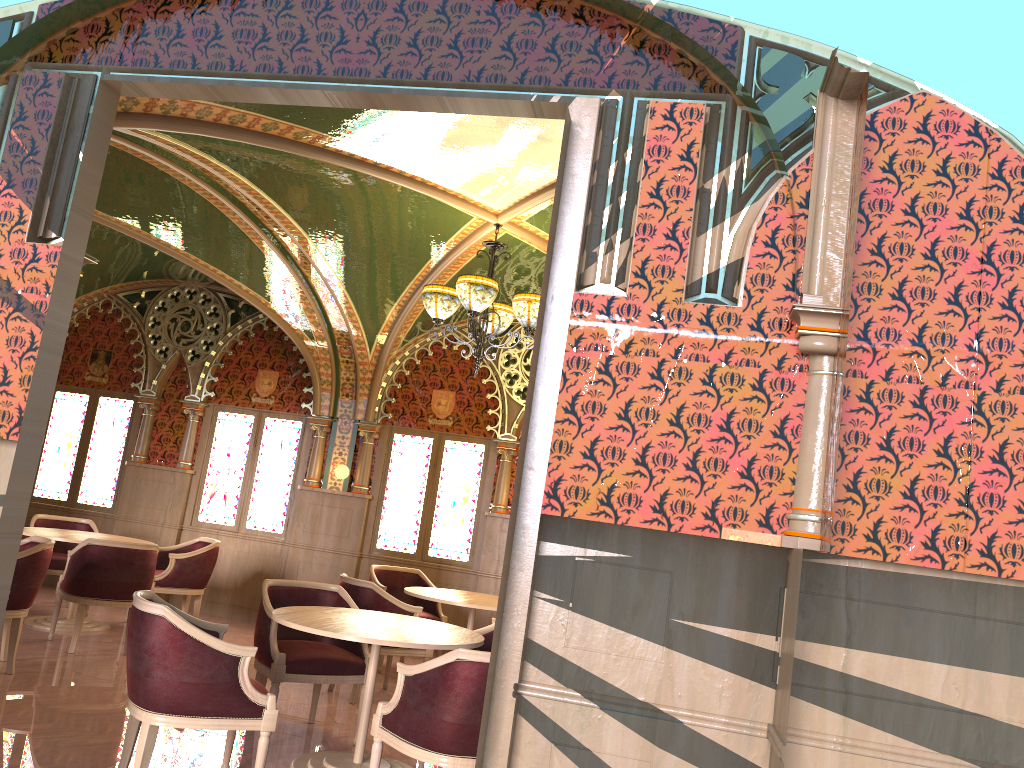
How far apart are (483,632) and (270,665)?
1.3m

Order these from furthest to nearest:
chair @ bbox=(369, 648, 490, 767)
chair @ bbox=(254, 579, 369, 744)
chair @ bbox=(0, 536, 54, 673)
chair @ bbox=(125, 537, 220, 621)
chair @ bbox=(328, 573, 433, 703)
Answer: chair @ bbox=(125, 537, 220, 621), chair @ bbox=(328, 573, 433, 703), chair @ bbox=(0, 536, 54, 673), chair @ bbox=(254, 579, 369, 744), chair @ bbox=(369, 648, 490, 767)

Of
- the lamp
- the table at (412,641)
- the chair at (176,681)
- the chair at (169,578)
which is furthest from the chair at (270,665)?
the chair at (169,578)

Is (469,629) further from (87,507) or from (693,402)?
(87,507)

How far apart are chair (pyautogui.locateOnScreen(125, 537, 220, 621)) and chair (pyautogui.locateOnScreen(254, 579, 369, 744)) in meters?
2.9 m

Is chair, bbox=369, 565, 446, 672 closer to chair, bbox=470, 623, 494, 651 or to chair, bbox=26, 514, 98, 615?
chair, bbox=470, 623, 494, 651

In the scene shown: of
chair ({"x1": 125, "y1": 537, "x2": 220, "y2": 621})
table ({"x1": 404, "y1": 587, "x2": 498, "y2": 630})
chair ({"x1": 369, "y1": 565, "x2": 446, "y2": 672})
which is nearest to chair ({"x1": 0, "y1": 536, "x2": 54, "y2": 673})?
chair ({"x1": 125, "y1": 537, "x2": 220, "y2": 621})

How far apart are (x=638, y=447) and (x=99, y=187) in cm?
239

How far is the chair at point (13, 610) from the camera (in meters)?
5.73

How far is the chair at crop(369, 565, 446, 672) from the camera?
8.1m
